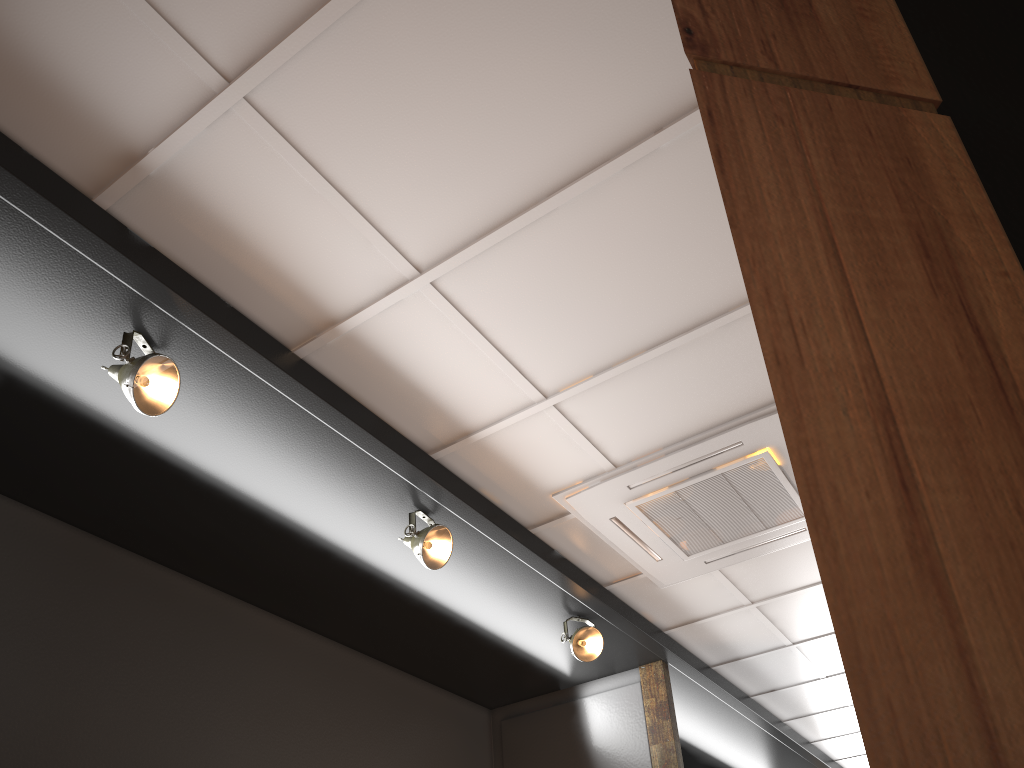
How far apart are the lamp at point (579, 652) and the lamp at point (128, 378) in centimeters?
236cm

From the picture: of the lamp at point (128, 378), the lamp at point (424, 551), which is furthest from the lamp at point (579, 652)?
the lamp at point (128, 378)

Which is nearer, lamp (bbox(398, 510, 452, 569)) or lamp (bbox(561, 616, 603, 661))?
lamp (bbox(398, 510, 452, 569))

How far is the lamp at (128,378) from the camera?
2.5m

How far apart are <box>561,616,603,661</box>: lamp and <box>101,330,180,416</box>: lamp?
2.4 meters

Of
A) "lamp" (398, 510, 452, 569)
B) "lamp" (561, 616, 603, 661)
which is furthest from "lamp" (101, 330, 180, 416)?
"lamp" (561, 616, 603, 661)

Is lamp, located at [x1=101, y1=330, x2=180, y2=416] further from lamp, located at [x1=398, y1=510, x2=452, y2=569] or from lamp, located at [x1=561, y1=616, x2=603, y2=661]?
lamp, located at [x1=561, y1=616, x2=603, y2=661]

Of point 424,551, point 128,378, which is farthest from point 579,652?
point 128,378

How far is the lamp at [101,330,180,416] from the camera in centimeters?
254cm

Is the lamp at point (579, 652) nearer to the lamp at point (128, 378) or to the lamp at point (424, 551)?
the lamp at point (424, 551)
